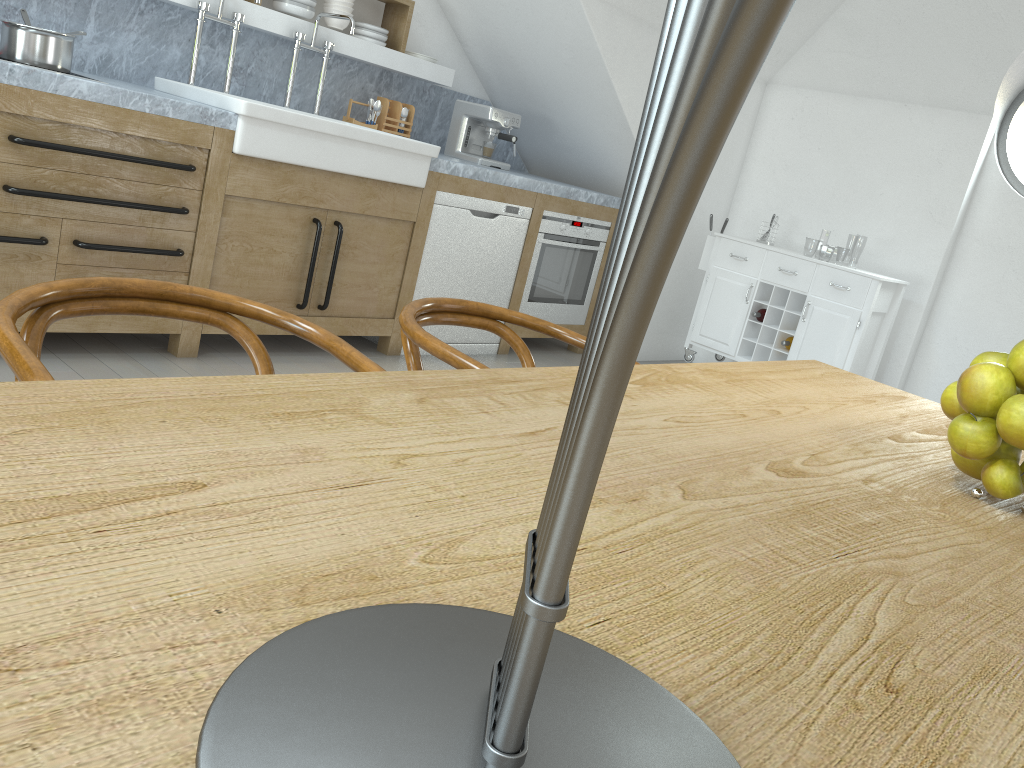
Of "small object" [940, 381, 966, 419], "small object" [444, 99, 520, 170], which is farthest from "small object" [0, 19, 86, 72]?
"small object" [940, 381, 966, 419]

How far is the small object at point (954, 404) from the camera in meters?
1.1 m

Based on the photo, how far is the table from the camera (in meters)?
0.45

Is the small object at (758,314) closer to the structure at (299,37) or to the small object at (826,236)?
the structure at (299,37)

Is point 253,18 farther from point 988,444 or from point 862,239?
point 862,239

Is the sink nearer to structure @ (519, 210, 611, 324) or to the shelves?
the shelves

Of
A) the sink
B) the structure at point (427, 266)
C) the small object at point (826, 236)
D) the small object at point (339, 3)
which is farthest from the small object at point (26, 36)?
the small object at point (826, 236)

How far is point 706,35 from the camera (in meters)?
0.27

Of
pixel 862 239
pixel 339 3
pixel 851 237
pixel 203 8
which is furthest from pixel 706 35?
pixel 851 237

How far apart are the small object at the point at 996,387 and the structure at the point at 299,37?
3.7m
